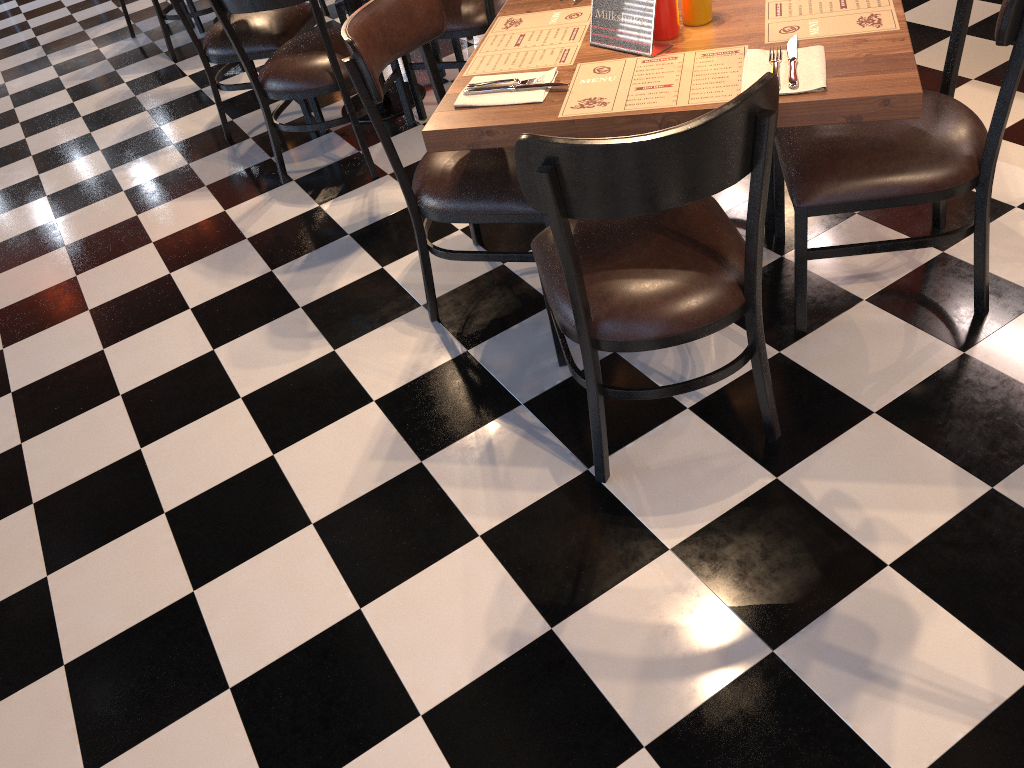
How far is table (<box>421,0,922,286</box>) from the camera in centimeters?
159cm

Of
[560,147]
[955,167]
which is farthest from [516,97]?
[955,167]

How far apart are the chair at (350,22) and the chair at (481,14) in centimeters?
97cm

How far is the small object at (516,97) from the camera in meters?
1.9

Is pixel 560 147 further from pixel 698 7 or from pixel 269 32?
pixel 269 32

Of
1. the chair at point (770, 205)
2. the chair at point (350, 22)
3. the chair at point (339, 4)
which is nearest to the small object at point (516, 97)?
A: the chair at point (350, 22)

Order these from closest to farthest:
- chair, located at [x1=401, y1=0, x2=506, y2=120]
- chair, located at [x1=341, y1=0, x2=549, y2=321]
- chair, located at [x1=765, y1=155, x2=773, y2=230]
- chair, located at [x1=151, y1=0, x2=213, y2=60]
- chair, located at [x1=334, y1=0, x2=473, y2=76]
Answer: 1. chair, located at [x1=341, y1=0, x2=549, y2=321]
2. chair, located at [x1=765, y1=155, x2=773, y2=230]
3. chair, located at [x1=401, y1=0, x2=506, y2=120]
4. chair, located at [x1=334, y1=0, x2=473, y2=76]
5. chair, located at [x1=151, y1=0, x2=213, y2=60]

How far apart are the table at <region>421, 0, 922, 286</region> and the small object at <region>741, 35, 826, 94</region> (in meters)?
0.01

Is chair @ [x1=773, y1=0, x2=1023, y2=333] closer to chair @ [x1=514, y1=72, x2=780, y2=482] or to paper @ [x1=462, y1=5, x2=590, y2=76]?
chair @ [x1=514, y1=72, x2=780, y2=482]

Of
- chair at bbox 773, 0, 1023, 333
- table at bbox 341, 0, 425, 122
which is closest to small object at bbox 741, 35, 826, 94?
chair at bbox 773, 0, 1023, 333
